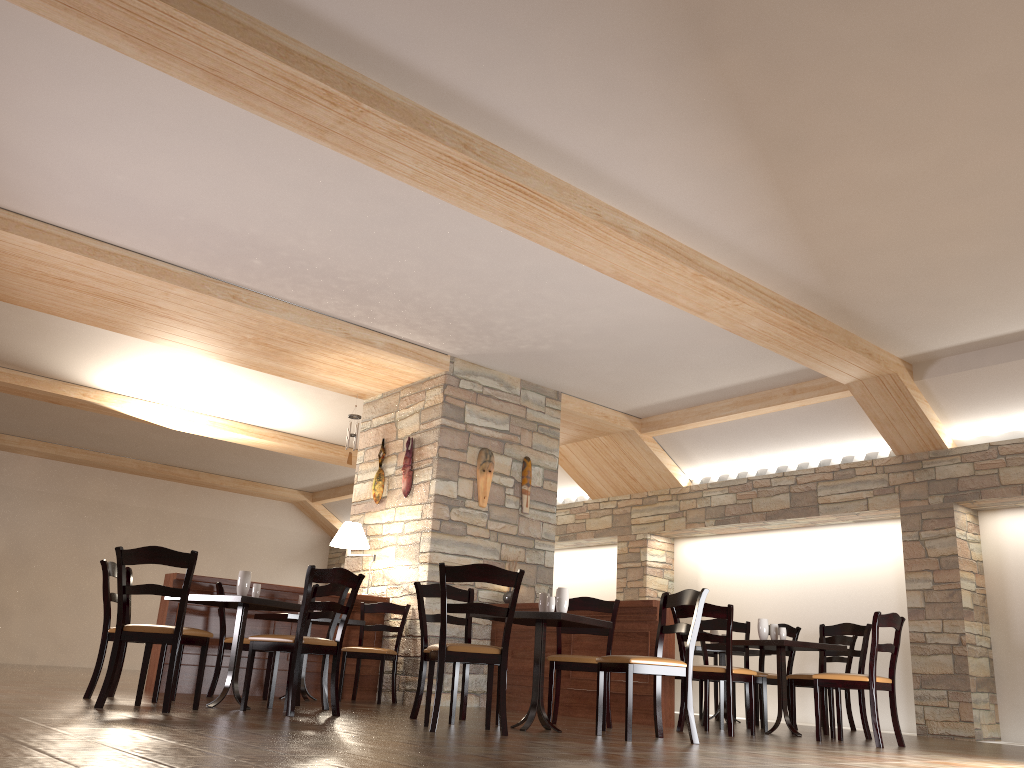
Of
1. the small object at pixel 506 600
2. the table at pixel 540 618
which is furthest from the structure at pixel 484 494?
the table at pixel 540 618

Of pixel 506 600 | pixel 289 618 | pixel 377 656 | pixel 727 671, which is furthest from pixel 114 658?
pixel 506 600

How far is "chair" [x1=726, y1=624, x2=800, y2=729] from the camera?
7.62m

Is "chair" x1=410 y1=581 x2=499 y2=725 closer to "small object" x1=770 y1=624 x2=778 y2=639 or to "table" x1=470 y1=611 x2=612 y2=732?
"table" x1=470 y1=611 x2=612 y2=732

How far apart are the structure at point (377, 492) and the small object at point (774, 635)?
4.0m

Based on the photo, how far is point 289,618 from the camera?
6.9 meters

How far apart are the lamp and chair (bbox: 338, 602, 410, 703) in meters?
0.5 m

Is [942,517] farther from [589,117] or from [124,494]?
[124,494]

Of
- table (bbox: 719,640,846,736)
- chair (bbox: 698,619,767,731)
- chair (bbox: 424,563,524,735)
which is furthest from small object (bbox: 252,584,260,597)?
chair (bbox: 698,619,767,731)

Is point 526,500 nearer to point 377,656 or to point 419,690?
point 377,656
